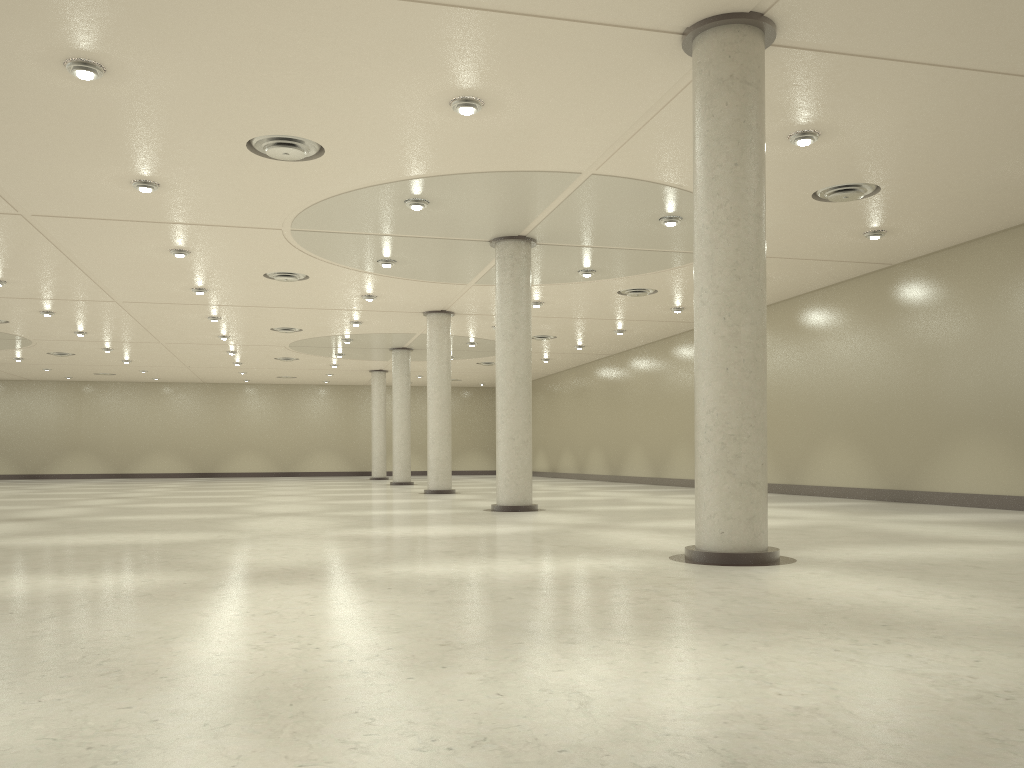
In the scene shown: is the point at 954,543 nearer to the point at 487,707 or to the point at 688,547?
the point at 688,547
